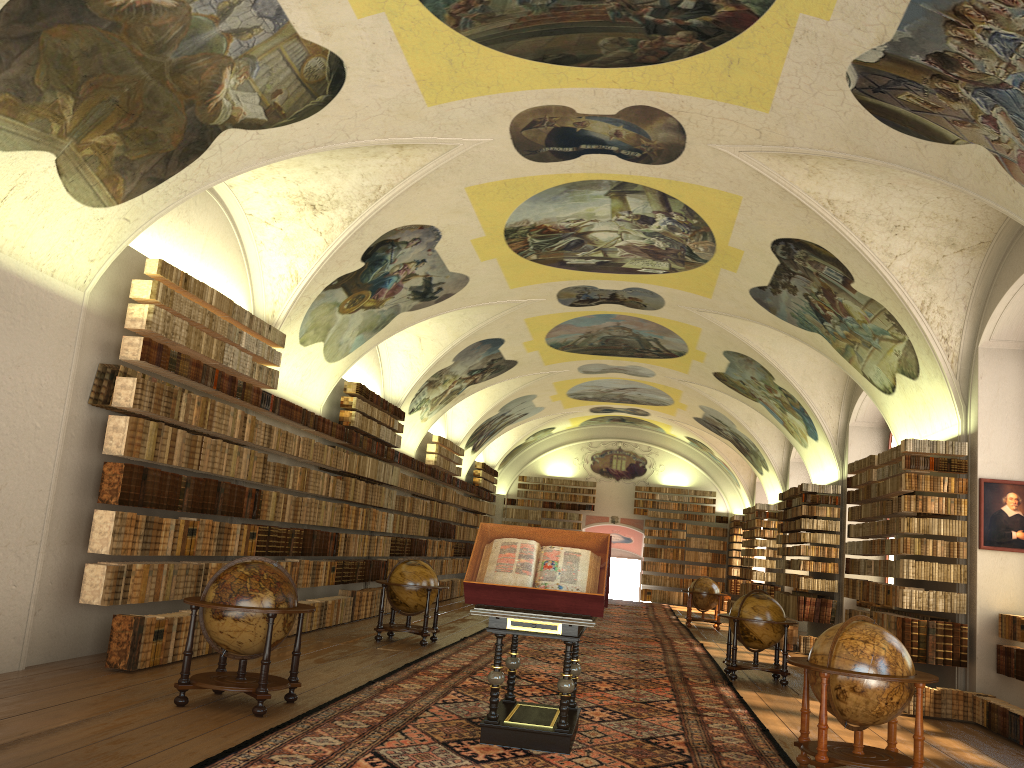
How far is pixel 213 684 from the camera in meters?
8.3 m

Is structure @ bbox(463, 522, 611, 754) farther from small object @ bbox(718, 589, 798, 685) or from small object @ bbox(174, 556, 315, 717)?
small object @ bbox(718, 589, 798, 685)

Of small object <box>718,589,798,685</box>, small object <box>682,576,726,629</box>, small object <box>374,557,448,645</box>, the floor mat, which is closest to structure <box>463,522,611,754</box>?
the floor mat

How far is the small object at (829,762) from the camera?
7.5m

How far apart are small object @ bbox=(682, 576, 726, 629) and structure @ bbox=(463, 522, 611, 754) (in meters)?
16.34

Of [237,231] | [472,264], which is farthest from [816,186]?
[237,231]

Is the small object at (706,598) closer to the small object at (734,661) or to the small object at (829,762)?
the small object at (734,661)

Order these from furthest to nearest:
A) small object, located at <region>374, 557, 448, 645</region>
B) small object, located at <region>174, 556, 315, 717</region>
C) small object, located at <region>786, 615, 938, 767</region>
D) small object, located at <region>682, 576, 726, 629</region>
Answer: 1. small object, located at <region>682, 576, 726, 629</region>
2. small object, located at <region>374, 557, 448, 645</region>
3. small object, located at <region>174, 556, 315, 717</region>
4. small object, located at <region>786, 615, 938, 767</region>

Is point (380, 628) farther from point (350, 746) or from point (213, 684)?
point (350, 746)

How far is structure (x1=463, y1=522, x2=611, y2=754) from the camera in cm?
775
